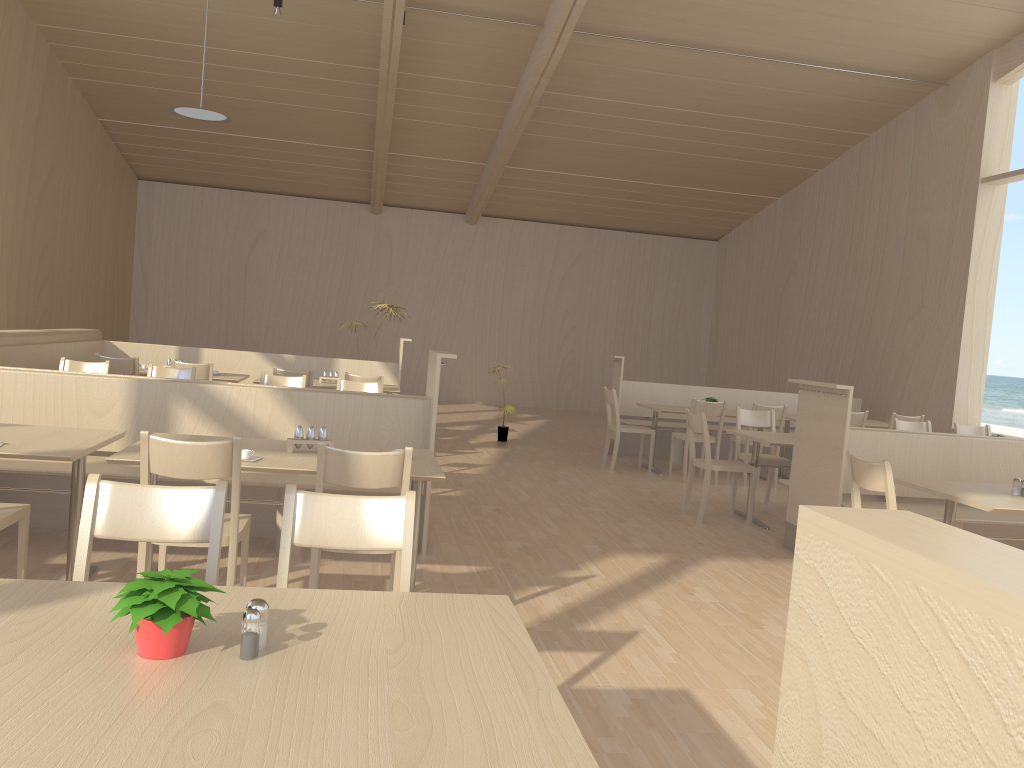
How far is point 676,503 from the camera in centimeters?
705cm

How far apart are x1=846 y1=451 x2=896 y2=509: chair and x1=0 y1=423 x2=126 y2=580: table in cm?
343

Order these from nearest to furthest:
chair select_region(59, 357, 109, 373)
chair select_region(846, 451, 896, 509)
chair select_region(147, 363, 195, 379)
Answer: chair select_region(846, 451, 896, 509)
chair select_region(59, 357, 109, 373)
chair select_region(147, 363, 195, 379)

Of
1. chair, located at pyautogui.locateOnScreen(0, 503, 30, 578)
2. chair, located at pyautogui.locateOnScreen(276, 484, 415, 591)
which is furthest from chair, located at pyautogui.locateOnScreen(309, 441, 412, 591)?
chair, located at pyautogui.locateOnScreen(0, 503, 30, 578)

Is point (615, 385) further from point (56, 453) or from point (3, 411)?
point (56, 453)

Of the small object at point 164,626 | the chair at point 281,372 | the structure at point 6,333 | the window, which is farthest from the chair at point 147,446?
the window

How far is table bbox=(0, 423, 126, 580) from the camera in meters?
3.4 m

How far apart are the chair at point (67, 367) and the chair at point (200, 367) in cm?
90

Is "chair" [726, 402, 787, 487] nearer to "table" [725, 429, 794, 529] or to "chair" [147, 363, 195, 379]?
"table" [725, 429, 794, 529]

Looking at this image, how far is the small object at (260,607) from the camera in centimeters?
156cm
